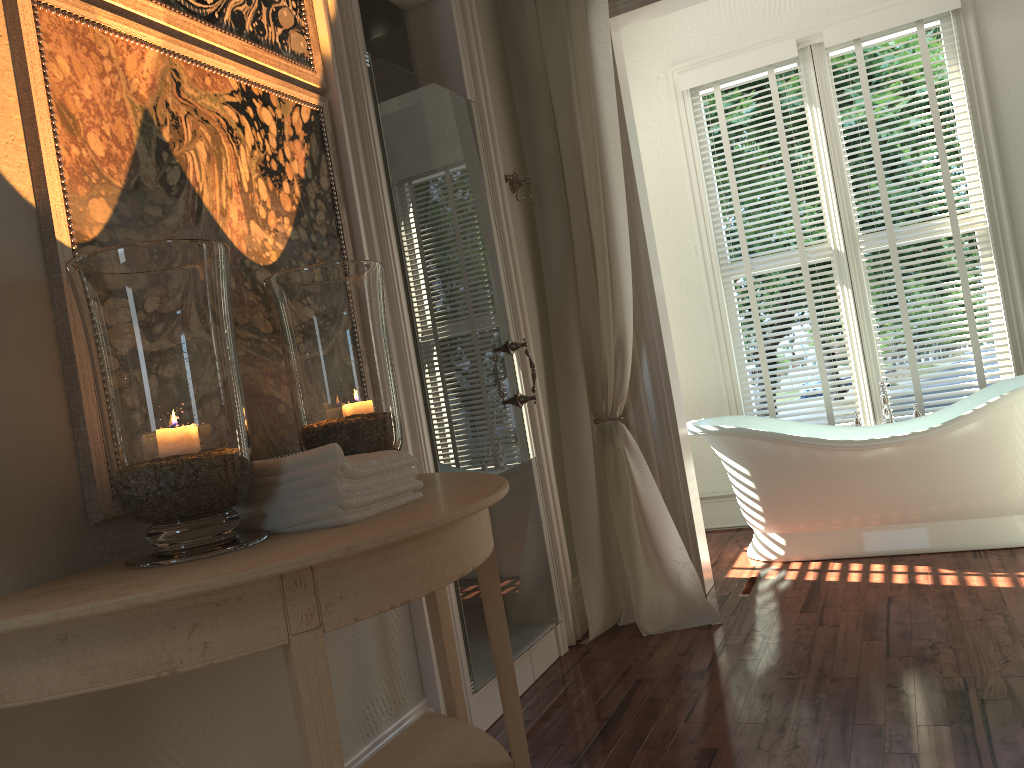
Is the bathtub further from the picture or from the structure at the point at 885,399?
the picture

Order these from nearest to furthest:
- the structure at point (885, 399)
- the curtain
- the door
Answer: the door
the curtain
the structure at point (885, 399)

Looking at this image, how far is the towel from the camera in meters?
1.4 m

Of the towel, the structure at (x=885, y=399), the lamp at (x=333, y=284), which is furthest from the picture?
the structure at (x=885, y=399)

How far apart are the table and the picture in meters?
0.1

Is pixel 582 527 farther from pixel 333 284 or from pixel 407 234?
pixel 333 284

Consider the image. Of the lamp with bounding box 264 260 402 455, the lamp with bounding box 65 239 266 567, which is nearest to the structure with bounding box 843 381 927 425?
the lamp with bounding box 264 260 402 455

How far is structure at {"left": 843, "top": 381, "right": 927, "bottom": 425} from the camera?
4.1m

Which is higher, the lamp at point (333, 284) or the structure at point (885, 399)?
the lamp at point (333, 284)

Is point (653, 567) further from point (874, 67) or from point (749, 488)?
point (874, 67)
